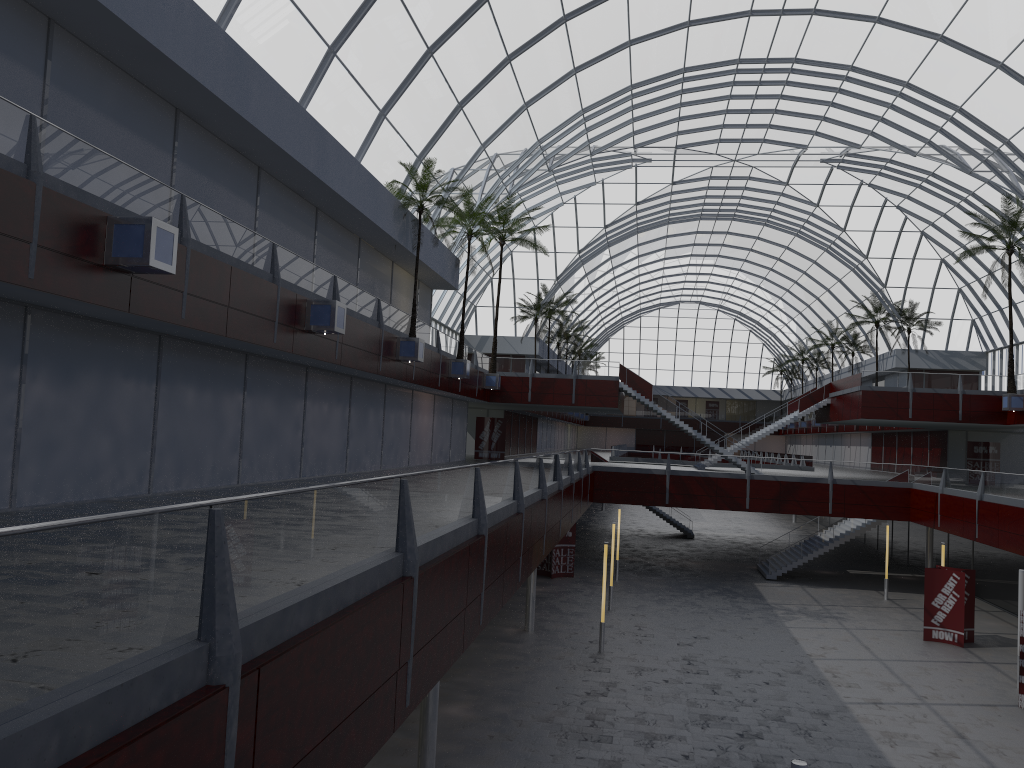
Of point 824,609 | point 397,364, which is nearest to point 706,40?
point 397,364

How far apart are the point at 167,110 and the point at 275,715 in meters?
19.6 m
